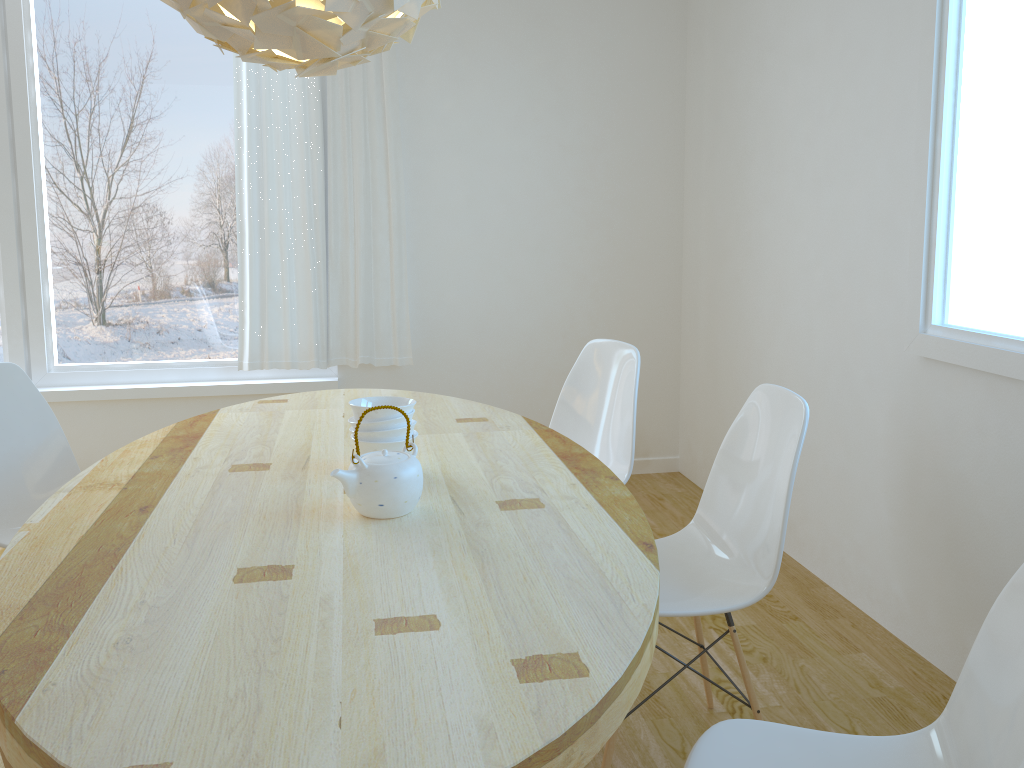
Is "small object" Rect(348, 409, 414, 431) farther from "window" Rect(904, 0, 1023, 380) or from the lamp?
"window" Rect(904, 0, 1023, 380)

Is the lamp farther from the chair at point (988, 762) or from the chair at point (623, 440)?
the chair at point (988, 762)

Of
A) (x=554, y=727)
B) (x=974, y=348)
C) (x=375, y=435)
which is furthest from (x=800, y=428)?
(x=554, y=727)

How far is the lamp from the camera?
1.58m

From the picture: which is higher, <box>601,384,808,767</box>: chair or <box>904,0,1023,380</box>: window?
<box>904,0,1023,380</box>: window

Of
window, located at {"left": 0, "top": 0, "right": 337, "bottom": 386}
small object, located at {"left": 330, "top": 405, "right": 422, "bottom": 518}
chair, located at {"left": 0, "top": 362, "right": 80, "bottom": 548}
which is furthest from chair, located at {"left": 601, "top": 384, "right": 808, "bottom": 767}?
window, located at {"left": 0, "top": 0, "right": 337, "bottom": 386}

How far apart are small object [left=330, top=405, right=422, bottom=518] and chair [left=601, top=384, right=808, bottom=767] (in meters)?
0.60

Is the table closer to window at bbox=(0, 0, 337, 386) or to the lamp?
the lamp

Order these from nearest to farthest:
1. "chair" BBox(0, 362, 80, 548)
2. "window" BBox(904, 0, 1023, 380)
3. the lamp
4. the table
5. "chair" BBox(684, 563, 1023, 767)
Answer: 1. the table
2. "chair" BBox(684, 563, 1023, 767)
3. the lamp
4. "window" BBox(904, 0, 1023, 380)
5. "chair" BBox(0, 362, 80, 548)

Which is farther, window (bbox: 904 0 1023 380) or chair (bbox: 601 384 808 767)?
window (bbox: 904 0 1023 380)
